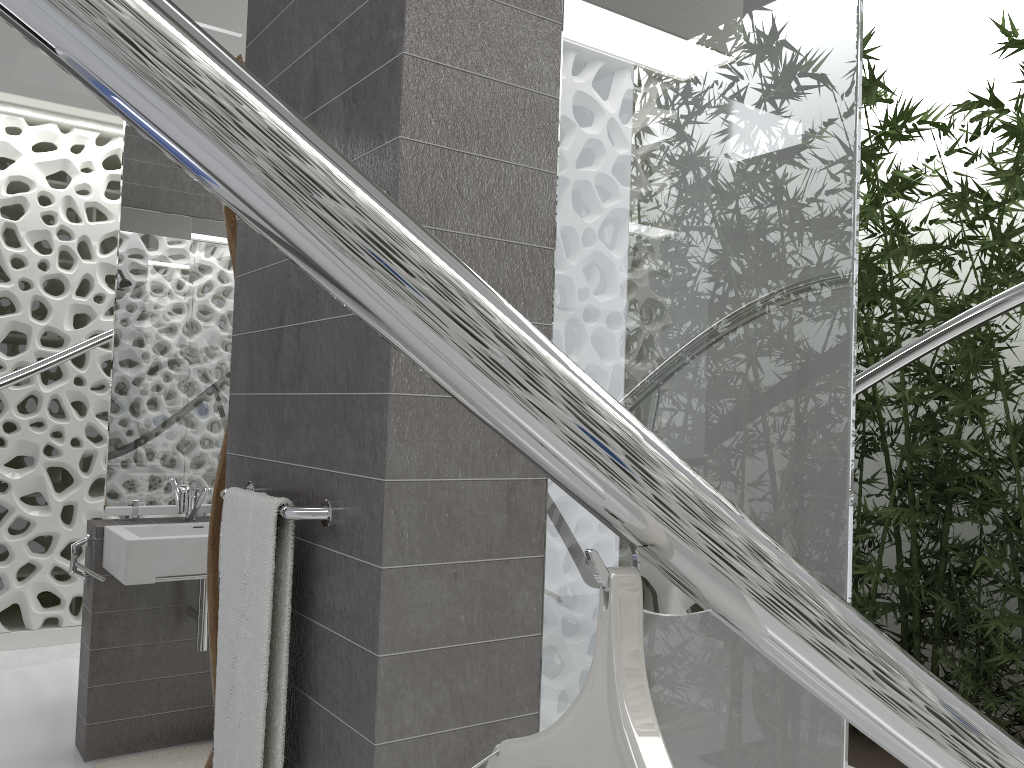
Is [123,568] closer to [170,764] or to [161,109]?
[170,764]

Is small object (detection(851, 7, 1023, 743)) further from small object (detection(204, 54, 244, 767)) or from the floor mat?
the floor mat

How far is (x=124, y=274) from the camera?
3.4m

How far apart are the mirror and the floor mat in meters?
0.9 m

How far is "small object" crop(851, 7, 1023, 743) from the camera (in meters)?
3.77

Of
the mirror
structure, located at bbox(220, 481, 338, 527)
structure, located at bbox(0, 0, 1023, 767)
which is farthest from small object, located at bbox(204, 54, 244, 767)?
structure, located at bbox(0, 0, 1023, 767)

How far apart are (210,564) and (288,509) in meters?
0.9

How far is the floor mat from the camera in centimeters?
317cm

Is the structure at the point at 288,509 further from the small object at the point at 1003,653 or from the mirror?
the small object at the point at 1003,653

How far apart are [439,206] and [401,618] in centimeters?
65cm
